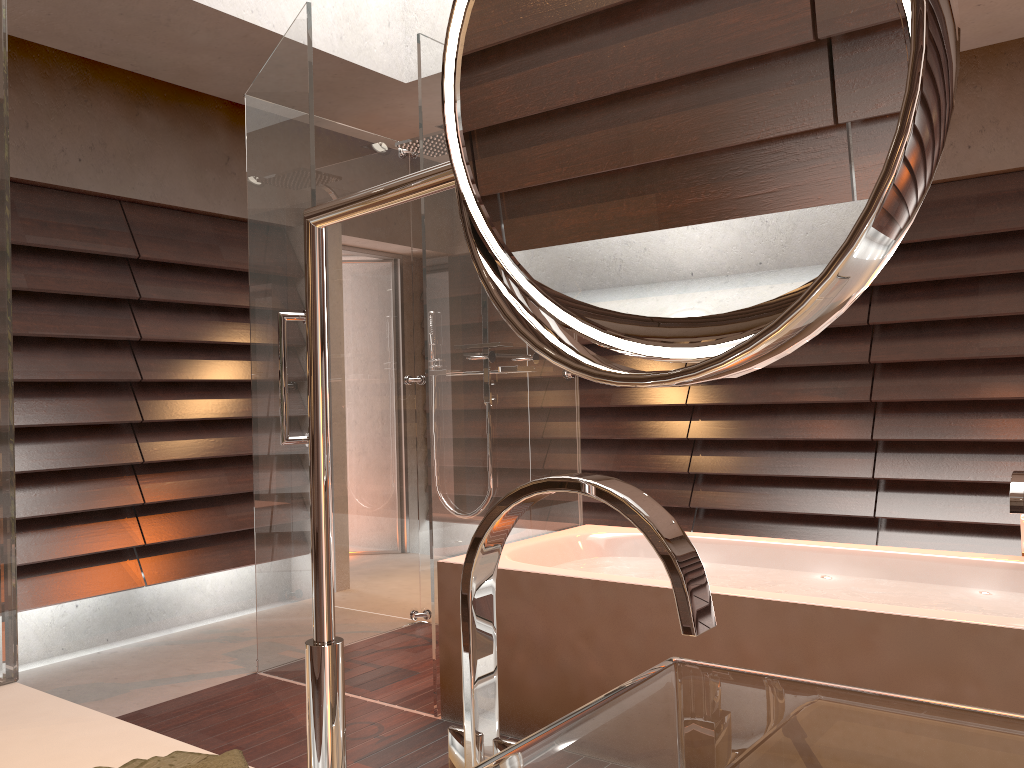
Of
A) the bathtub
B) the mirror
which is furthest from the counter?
the bathtub

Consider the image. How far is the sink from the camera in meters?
0.5 m

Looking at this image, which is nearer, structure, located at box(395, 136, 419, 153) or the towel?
the towel

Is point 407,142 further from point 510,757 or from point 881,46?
point 881,46

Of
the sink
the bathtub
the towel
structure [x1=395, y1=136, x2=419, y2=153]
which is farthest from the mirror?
structure [x1=395, y1=136, x2=419, y2=153]

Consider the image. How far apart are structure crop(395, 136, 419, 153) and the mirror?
3.25m

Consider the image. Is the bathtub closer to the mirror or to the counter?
the counter

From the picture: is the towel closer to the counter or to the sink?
the counter

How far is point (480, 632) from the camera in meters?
0.6

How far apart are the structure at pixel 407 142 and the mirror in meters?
3.2 m
